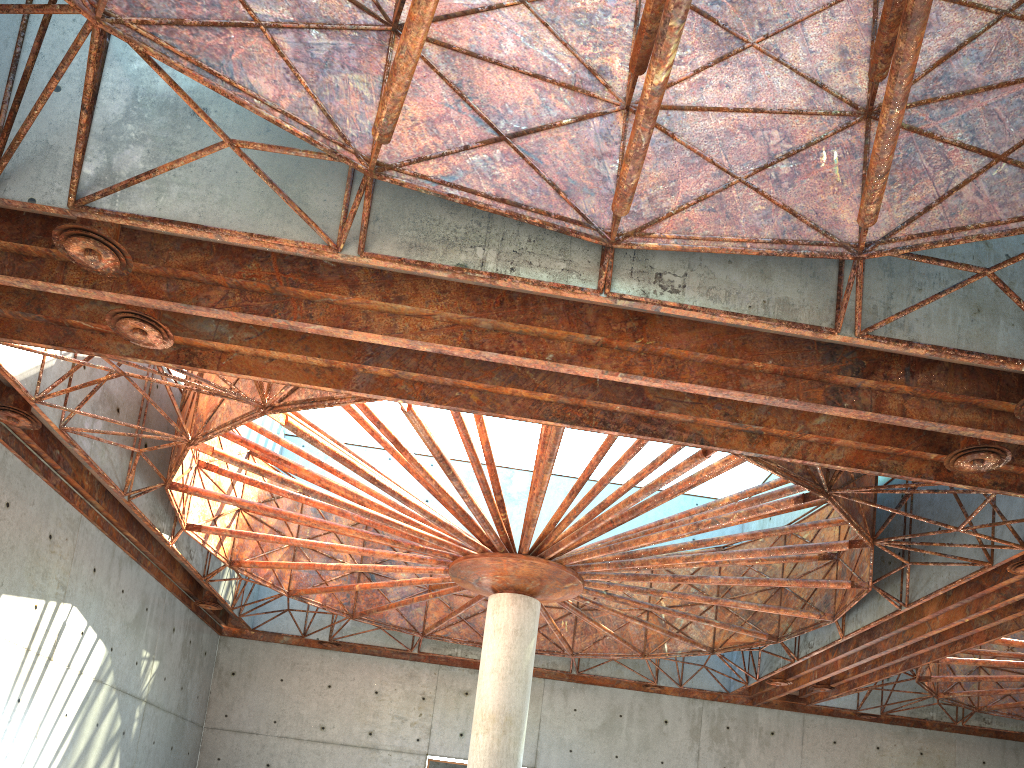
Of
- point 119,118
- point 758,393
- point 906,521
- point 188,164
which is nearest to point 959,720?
point 906,521

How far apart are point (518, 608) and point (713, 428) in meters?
12.5
